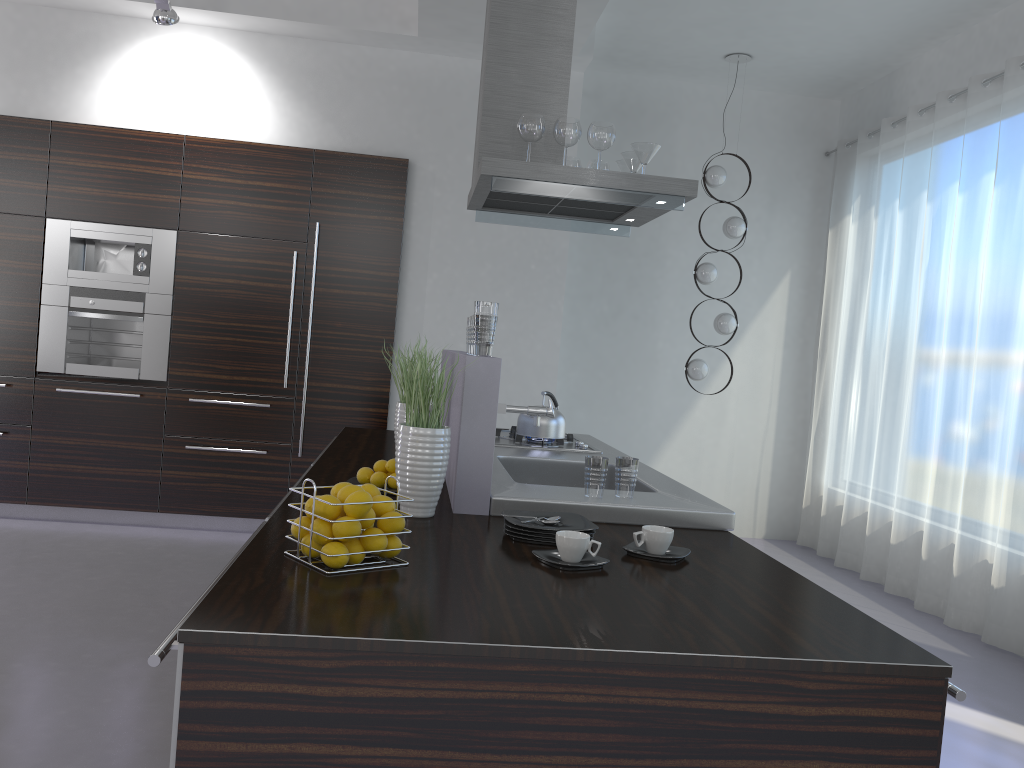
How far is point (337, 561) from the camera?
1.76m

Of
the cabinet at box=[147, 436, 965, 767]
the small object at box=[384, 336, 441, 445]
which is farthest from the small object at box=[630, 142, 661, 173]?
the cabinet at box=[147, 436, 965, 767]

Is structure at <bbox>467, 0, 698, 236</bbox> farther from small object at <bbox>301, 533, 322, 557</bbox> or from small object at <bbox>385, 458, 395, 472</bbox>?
small object at <bbox>301, 533, 322, 557</bbox>

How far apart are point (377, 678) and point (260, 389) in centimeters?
453cm

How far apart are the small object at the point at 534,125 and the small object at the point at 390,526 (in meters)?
2.30

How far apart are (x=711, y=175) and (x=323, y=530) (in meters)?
5.02

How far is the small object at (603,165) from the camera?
4.46m

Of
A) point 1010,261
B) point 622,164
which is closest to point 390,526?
point 622,164

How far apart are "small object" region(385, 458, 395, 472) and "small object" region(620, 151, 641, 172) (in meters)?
2.05

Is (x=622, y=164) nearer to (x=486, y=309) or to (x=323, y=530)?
(x=486, y=309)
